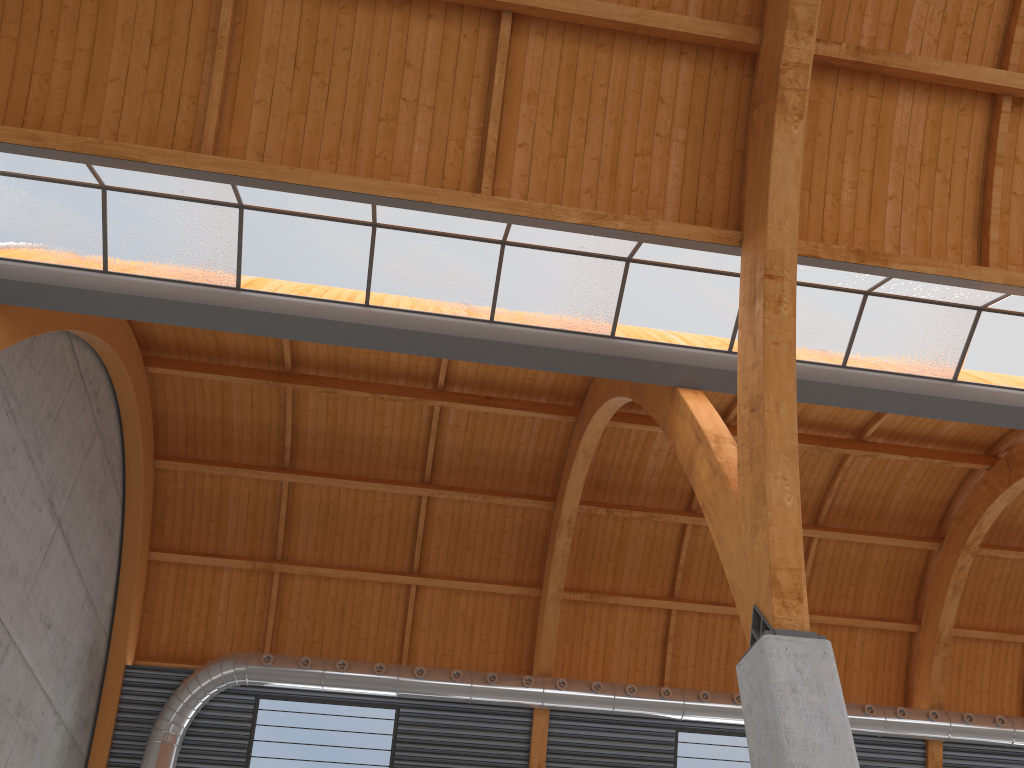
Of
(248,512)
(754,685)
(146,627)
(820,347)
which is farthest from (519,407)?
(754,685)
